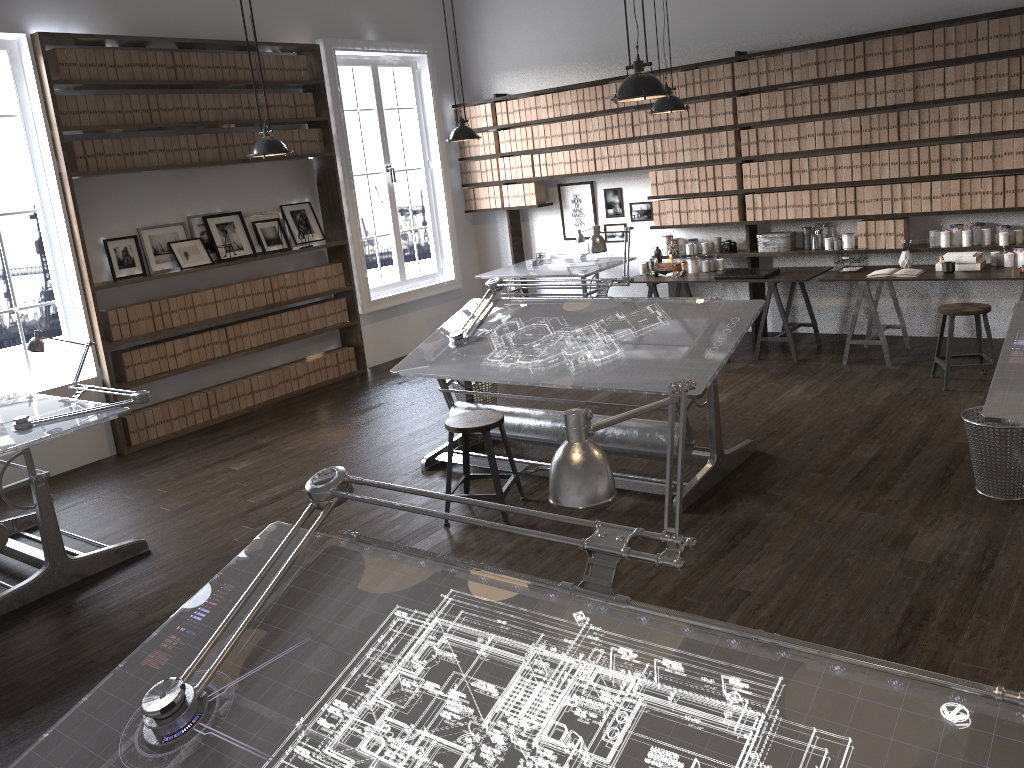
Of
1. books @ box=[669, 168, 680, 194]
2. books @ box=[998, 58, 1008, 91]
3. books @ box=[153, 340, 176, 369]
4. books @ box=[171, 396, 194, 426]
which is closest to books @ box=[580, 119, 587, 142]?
books @ box=[669, 168, 680, 194]

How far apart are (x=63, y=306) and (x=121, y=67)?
1.78m

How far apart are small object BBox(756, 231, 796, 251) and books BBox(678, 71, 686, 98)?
1.4m

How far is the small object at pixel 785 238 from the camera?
7.4m

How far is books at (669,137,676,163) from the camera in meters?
7.8

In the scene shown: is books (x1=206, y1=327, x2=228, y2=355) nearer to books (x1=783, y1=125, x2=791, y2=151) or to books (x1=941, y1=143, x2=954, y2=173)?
books (x1=783, y1=125, x2=791, y2=151)

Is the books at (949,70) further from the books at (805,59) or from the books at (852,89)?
the books at (805,59)

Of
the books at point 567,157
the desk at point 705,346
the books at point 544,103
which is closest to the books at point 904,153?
the desk at point 705,346

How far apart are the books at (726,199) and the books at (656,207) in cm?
67

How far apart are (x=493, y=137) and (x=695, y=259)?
2.57m
